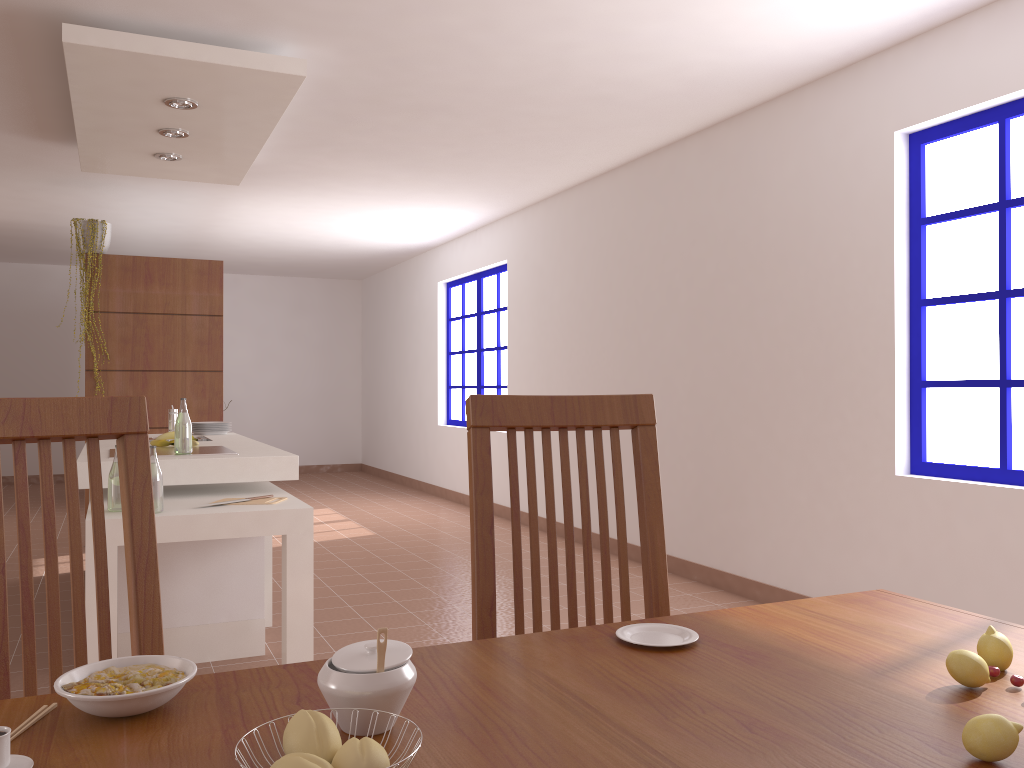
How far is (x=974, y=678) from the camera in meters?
1.0

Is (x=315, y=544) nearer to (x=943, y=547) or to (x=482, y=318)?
(x=482, y=318)

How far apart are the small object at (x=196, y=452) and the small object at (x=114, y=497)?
0.6 meters

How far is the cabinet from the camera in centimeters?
342cm

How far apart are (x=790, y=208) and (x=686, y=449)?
1.5 meters

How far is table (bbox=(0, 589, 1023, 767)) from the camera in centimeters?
81cm

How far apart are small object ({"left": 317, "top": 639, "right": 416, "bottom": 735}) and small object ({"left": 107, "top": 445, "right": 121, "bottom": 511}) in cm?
248

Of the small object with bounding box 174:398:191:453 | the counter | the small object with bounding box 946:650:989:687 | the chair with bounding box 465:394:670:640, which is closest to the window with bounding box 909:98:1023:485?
the chair with bounding box 465:394:670:640

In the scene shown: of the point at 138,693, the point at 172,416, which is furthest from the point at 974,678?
the point at 172,416

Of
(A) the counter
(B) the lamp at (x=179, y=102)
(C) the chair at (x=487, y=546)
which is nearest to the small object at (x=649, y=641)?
(C) the chair at (x=487, y=546)
